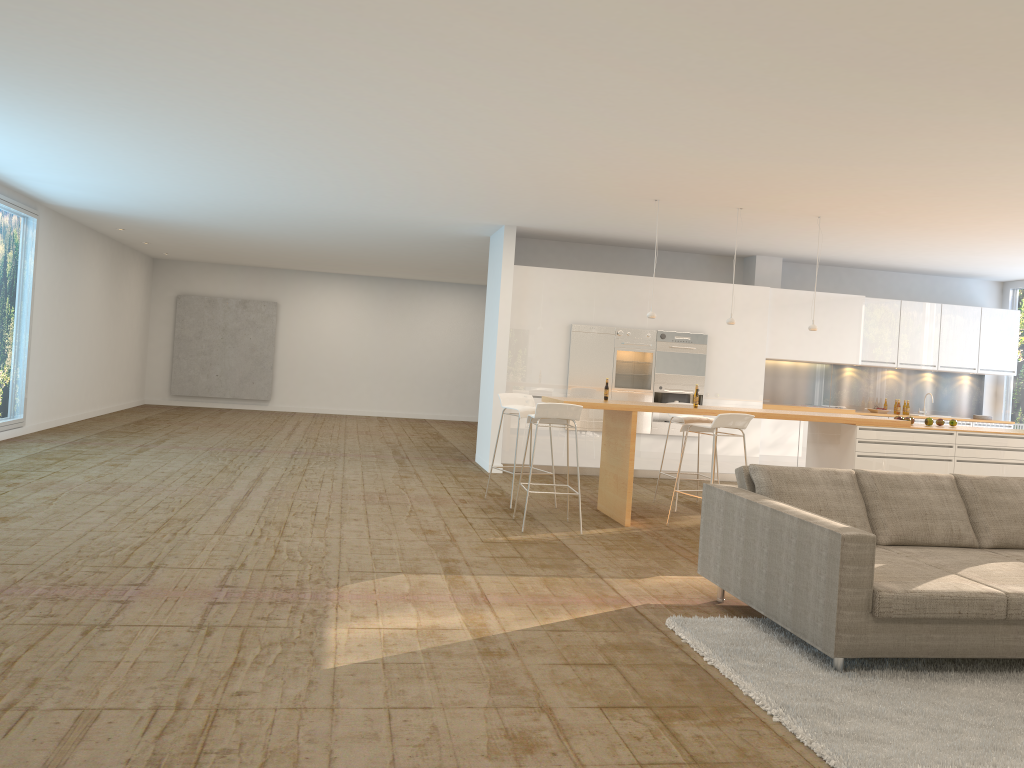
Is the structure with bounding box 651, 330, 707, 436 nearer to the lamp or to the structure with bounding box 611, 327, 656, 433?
the structure with bounding box 611, 327, 656, 433

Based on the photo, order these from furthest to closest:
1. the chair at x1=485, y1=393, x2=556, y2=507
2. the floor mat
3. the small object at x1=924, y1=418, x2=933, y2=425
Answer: the small object at x1=924, y1=418, x2=933, y2=425 < the chair at x1=485, y1=393, x2=556, y2=507 < the floor mat

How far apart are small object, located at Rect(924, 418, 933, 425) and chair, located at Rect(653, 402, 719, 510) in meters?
2.2 m

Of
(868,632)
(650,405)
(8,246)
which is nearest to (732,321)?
(650,405)

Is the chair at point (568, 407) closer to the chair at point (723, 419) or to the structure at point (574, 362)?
the chair at point (723, 419)

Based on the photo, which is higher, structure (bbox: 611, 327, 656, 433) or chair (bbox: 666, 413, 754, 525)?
structure (bbox: 611, 327, 656, 433)

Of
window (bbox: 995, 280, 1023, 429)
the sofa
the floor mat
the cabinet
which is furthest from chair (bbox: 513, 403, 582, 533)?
window (bbox: 995, 280, 1023, 429)

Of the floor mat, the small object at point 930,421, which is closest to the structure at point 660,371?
the small object at point 930,421

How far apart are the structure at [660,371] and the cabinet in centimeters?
9cm

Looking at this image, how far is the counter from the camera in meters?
7.8 m
